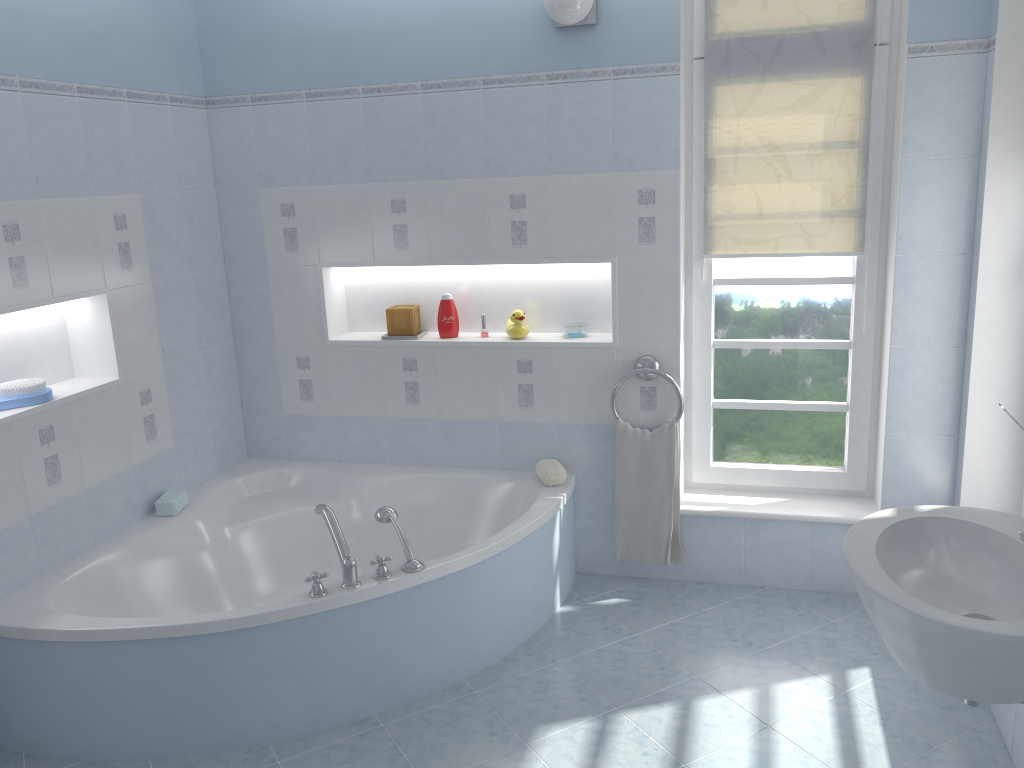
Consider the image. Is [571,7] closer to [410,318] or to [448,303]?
[448,303]

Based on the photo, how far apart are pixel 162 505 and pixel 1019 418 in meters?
2.9 m

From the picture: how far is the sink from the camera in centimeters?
164cm

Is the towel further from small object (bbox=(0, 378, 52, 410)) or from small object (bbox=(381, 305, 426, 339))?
small object (bbox=(0, 378, 52, 410))

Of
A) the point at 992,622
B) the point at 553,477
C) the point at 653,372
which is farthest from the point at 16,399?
the point at 992,622

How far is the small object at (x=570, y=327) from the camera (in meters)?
3.63

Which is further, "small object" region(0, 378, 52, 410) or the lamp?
the lamp

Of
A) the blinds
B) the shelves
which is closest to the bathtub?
the blinds

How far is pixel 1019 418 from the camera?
2.0 meters

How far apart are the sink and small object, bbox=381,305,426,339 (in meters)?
2.14
